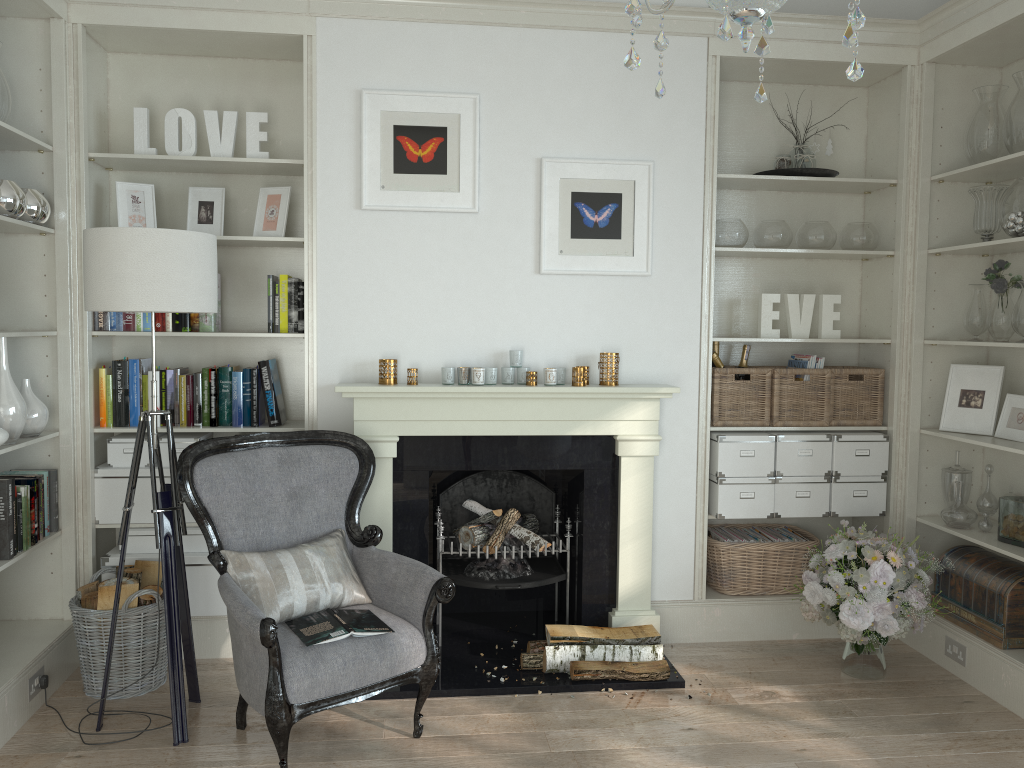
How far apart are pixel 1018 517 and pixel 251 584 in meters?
3.0

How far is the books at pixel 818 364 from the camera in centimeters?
412cm

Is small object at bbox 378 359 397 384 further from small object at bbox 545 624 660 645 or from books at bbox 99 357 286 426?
small object at bbox 545 624 660 645

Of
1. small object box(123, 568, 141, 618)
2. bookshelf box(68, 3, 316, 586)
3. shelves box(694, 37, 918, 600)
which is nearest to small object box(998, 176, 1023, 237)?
shelves box(694, 37, 918, 600)

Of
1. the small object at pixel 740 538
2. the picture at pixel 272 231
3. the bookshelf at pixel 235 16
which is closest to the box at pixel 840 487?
the small object at pixel 740 538

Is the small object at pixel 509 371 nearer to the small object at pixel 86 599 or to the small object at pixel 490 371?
the small object at pixel 490 371

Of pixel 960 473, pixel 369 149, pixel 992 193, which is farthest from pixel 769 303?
pixel 369 149

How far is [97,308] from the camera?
2.9m

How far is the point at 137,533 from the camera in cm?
373

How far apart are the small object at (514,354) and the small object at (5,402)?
1.88m
